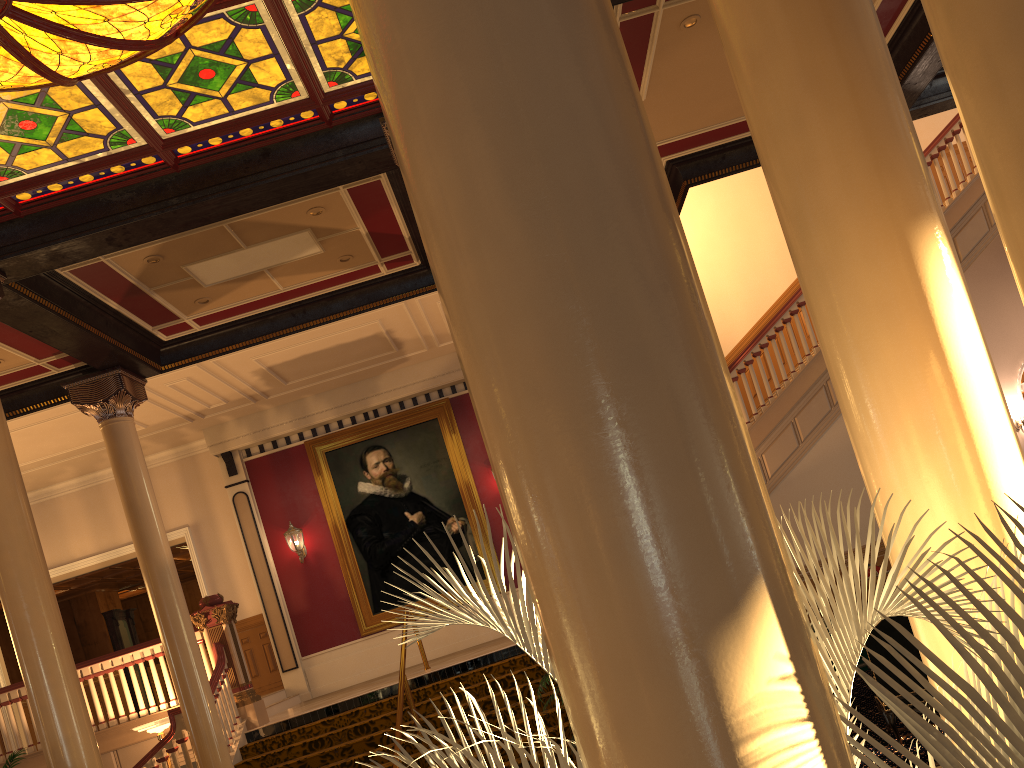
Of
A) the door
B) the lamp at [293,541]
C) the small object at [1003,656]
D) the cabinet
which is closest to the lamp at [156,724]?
the lamp at [293,541]

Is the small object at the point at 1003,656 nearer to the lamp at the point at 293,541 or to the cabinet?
the cabinet

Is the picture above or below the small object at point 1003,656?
above

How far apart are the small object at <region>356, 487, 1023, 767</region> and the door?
15.63m

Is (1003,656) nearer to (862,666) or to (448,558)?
(862,666)

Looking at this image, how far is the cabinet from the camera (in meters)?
8.25

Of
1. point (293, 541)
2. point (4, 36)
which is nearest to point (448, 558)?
point (293, 541)

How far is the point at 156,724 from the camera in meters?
9.9 m

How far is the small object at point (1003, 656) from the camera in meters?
1.2 m

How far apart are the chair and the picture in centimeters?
837cm
